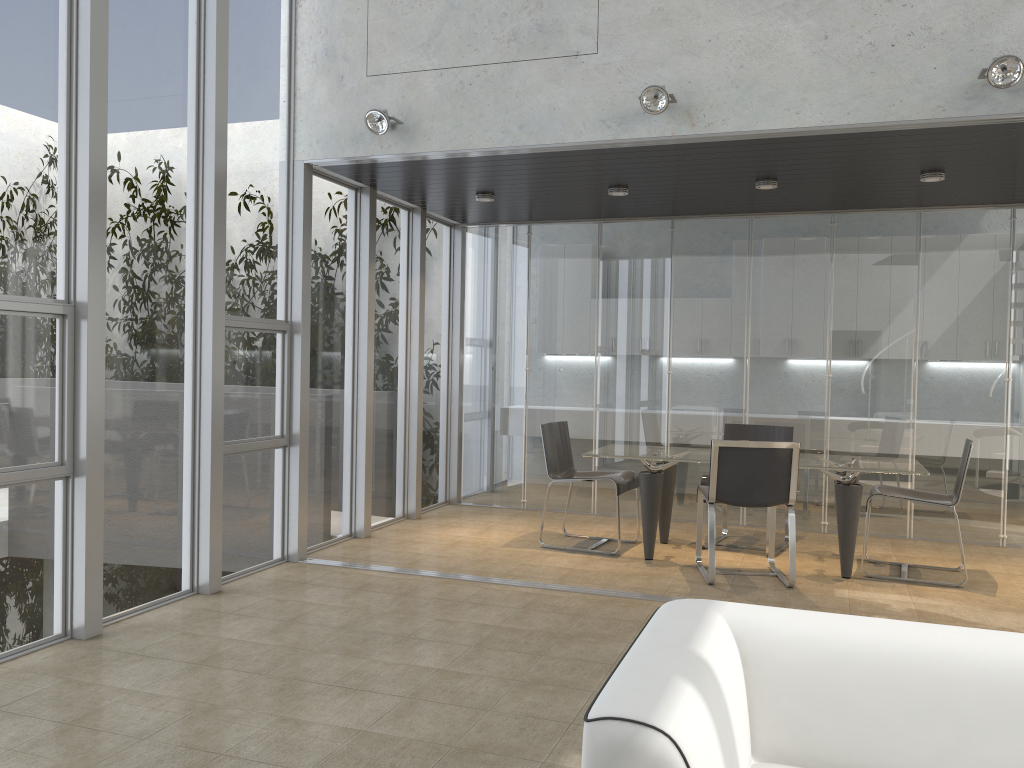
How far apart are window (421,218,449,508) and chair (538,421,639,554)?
1.6m

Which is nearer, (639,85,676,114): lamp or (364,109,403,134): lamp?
(639,85,676,114): lamp

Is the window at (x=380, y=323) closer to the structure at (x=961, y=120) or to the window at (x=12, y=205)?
the structure at (x=961, y=120)

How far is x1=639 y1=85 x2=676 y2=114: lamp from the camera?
4.91m

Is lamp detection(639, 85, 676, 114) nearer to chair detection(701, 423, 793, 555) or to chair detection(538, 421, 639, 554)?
chair detection(538, 421, 639, 554)

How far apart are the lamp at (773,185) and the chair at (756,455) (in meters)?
1.93

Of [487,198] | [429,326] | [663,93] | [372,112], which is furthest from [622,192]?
[429,326]

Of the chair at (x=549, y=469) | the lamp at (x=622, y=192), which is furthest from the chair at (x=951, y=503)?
the lamp at (x=622, y=192)

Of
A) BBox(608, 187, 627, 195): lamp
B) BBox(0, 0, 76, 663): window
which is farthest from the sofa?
BBox(608, 187, 627, 195): lamp

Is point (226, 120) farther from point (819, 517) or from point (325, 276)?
point (819, 517)
